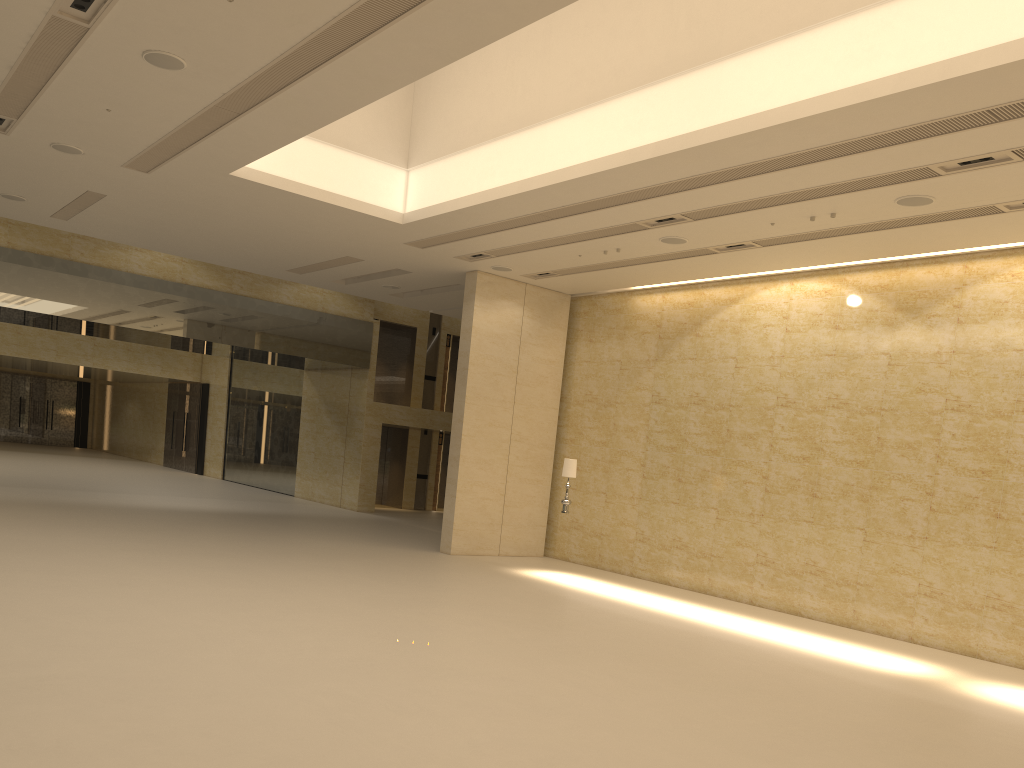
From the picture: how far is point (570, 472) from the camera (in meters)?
16.44

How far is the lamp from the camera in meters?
16.4

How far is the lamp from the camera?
16.44m
